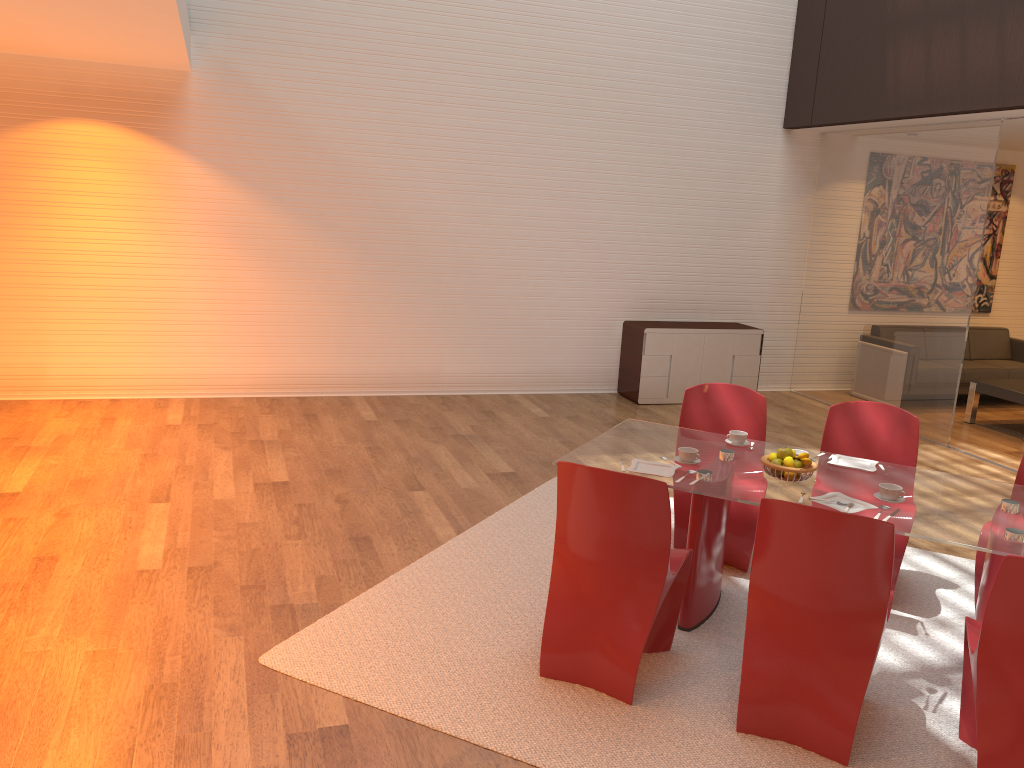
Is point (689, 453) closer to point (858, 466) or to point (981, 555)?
point (858, 466)

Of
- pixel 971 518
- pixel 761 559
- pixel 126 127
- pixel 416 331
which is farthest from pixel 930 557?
pixel 126 127

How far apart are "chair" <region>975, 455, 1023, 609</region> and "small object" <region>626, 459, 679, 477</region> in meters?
1.5

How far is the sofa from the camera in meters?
9.1

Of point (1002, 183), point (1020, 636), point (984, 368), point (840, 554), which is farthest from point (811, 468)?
point (1002, 183)

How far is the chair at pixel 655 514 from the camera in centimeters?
328cm

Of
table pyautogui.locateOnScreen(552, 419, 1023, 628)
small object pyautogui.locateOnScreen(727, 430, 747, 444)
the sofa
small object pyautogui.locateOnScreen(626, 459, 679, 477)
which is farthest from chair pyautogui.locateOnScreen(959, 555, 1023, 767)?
the sofa

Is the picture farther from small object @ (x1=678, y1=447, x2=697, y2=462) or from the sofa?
small object @ (x1=678, y1=447, x2=697, y2=462)

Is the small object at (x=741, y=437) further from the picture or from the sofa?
the picture

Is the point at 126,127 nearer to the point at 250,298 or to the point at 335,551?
the point at 250,298
